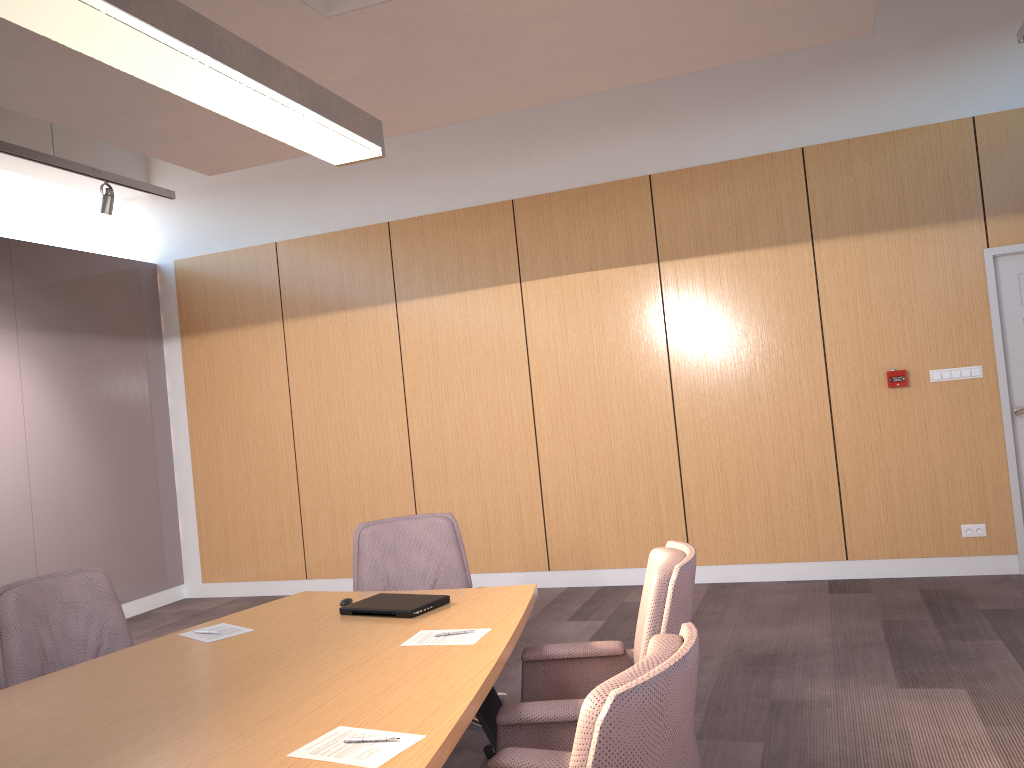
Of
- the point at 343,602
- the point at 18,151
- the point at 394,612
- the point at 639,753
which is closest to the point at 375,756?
the point at 639,753

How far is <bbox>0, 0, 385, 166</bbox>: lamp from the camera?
2.06m

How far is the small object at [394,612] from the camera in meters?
3.0

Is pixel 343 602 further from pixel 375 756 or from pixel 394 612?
pixel 375 756

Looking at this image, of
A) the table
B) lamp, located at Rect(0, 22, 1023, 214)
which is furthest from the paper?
lamp, located at Rect(0, 22, 1023, 214)

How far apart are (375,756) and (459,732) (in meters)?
0.23

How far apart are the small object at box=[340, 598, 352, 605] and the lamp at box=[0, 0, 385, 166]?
1.6m

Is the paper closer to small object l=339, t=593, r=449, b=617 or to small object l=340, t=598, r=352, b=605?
small object l=339, t=593, r=449, b=617

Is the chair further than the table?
No

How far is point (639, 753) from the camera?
1.4 meters
